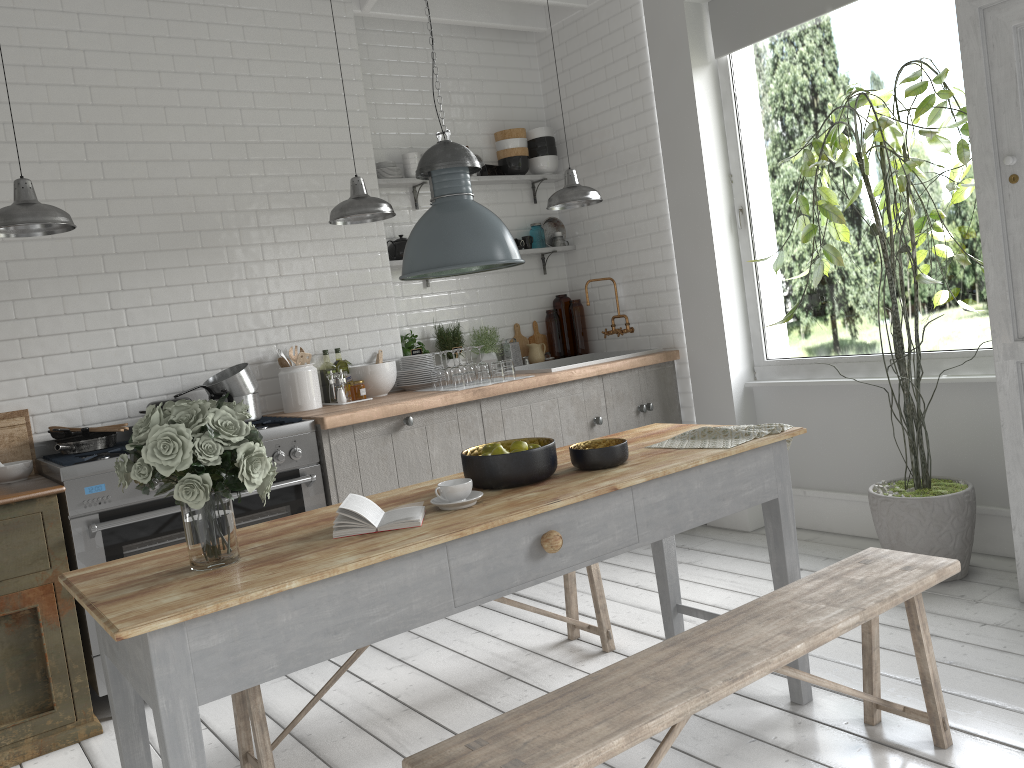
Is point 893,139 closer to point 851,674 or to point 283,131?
point 851,674

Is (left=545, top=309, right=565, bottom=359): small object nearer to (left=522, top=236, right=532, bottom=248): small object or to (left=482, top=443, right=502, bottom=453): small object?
(left=522, top=236, right=532, bottom=248): small object

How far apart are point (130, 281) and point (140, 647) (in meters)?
3.61

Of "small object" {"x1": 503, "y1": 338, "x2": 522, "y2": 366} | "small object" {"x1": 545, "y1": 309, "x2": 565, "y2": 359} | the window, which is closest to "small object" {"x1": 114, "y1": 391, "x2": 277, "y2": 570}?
"small object" {"x1": 503, "y1": 338, "x2": 522, "y2": 366}

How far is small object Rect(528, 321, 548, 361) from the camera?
7.3 meters

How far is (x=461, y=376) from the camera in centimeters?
584cm

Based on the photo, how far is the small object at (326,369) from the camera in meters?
6.0

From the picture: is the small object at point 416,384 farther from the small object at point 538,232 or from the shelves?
the small object at point 538,232

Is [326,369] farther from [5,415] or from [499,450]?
[499,450]

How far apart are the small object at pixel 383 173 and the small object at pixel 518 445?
3.68m
